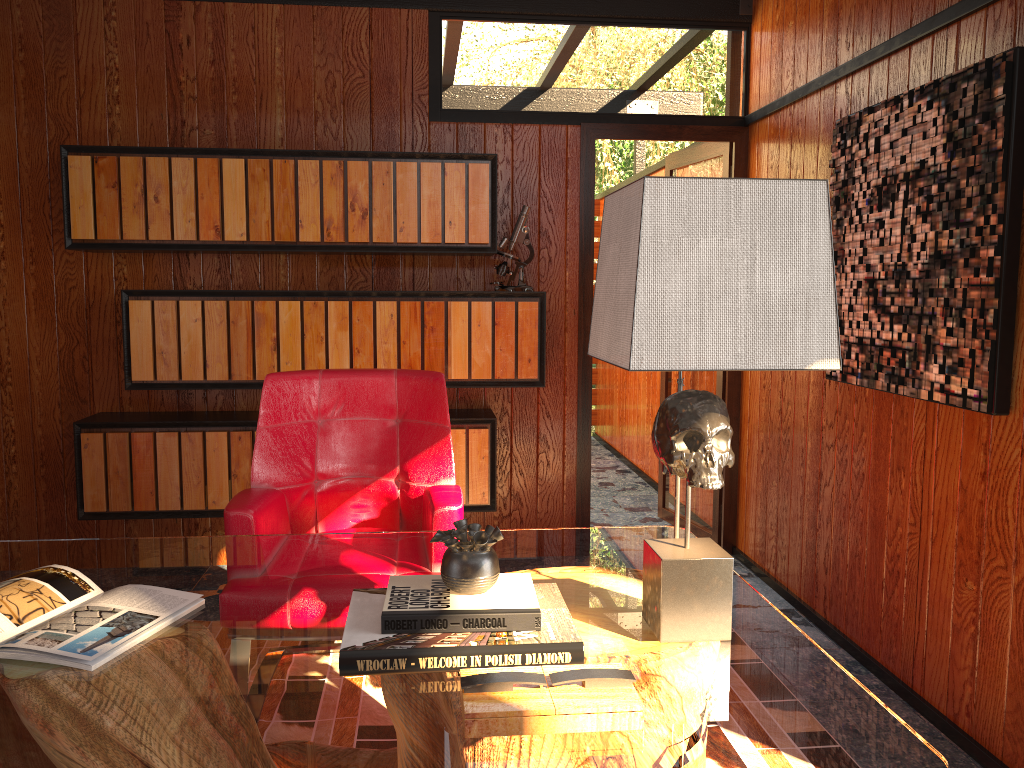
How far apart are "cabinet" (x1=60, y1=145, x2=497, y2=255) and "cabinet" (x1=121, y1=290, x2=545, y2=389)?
0.16m

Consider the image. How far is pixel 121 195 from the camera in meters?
3.4 m

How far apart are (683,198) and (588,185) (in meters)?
2.66

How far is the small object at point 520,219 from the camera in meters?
3.6 m

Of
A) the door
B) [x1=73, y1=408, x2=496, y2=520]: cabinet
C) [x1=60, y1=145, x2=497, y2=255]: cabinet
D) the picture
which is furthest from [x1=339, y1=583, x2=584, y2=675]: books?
the door

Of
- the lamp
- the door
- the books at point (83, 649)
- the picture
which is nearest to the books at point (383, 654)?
the lamp

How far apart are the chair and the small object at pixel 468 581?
0.8m

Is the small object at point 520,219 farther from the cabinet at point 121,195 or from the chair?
the chair

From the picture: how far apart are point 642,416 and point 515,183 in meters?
2.4

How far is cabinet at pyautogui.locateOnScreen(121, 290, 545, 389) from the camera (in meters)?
3.43
